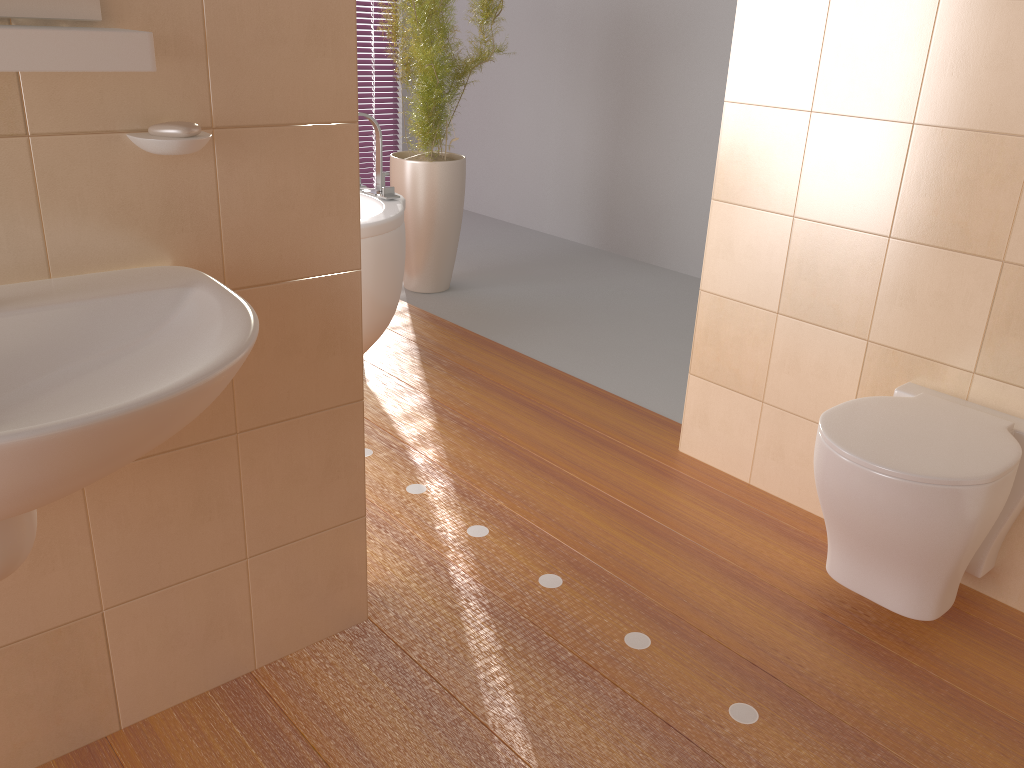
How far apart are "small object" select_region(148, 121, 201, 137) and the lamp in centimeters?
130cm

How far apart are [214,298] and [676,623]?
1.3m

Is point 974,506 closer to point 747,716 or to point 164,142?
point 747,716

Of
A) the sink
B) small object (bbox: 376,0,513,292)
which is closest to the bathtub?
small object (bbox: 376,0,513,292)

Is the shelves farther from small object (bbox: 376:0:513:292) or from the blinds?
the blinds

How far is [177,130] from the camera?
1.3m

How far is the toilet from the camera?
1.7 meters

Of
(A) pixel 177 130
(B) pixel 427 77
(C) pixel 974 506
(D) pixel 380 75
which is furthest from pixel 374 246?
(D) pixel 380 75

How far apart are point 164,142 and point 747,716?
1.5m

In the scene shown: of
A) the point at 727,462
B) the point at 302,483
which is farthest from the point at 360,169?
the point at 302,483
